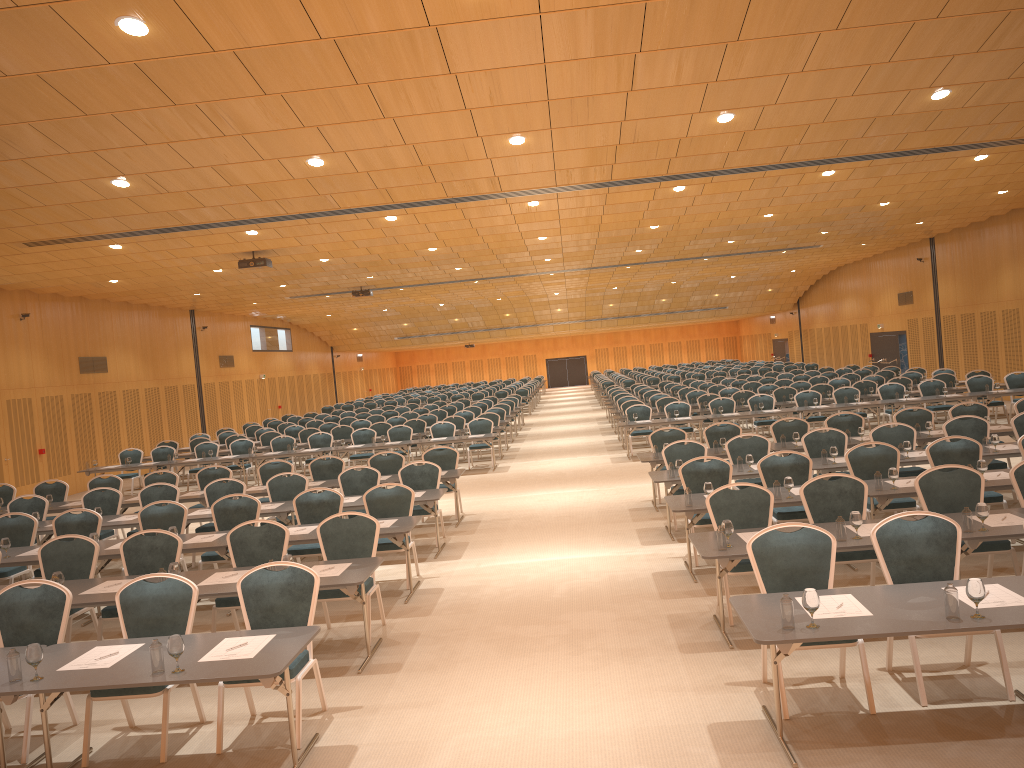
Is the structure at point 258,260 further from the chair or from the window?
the window

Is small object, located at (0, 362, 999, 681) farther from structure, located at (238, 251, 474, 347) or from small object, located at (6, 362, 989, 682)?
structure, located at (238, 251, 474, 347)

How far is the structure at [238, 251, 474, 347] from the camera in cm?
1809

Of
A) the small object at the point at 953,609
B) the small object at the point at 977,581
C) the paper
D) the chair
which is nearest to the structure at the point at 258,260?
the chair

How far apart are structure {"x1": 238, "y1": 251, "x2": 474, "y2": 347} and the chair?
3.79m

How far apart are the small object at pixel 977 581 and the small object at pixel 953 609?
0.08m

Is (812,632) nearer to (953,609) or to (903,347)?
(953,609)

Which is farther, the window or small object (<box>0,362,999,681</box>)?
the window

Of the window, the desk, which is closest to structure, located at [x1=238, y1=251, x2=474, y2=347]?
the desk

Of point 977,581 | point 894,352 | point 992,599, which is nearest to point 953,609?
point 977,581
